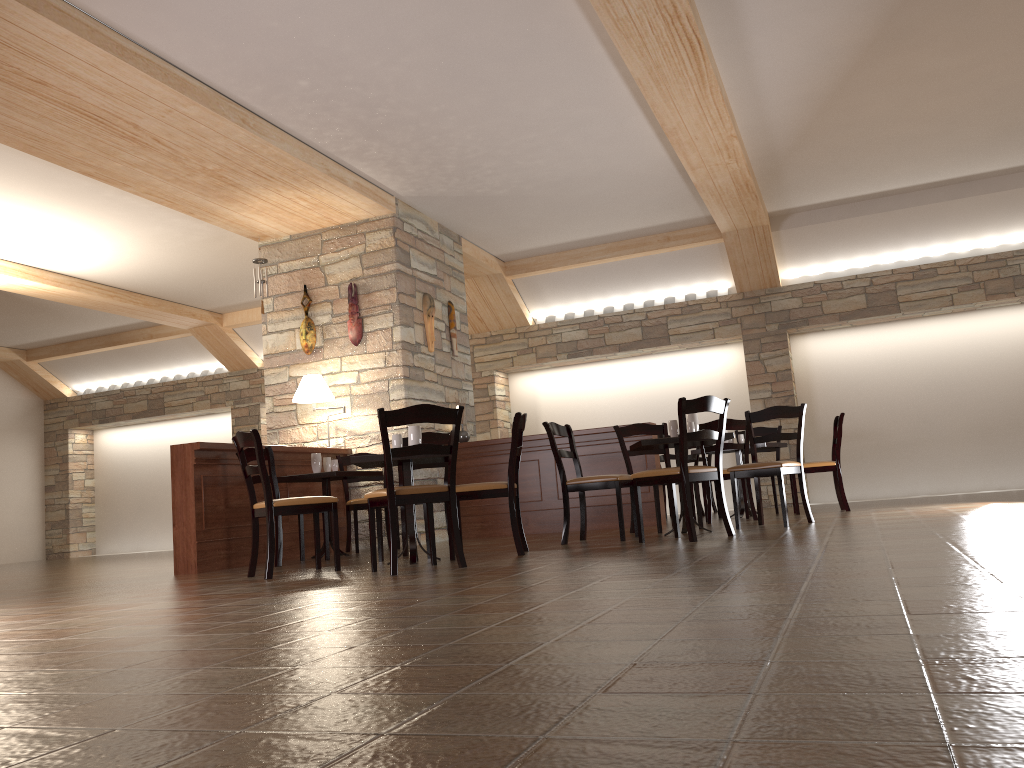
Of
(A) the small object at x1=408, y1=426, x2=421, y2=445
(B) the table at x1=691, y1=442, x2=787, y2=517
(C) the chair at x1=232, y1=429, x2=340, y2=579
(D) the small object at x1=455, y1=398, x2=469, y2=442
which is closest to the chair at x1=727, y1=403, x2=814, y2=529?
(B) the table at x1=691, y1=442, x2=787, y2=517

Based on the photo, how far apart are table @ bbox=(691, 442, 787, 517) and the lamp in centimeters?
373cm

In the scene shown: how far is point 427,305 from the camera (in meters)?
8.50

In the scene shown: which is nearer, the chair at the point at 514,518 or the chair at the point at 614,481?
the chair at the point at 514,518

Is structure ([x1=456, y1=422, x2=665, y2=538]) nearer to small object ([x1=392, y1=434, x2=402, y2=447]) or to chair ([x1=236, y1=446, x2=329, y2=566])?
chair ([x1=236, y1=446, x2=329, y2=566])

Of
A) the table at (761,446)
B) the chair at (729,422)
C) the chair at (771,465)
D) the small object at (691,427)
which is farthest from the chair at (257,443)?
the table at (761,446)

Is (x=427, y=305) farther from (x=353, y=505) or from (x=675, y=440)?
(x=675, y=440)

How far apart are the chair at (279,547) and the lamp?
1.3 meters

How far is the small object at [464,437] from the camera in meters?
8.6 m

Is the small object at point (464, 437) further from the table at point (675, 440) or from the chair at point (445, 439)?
the table at point (675, 440)
